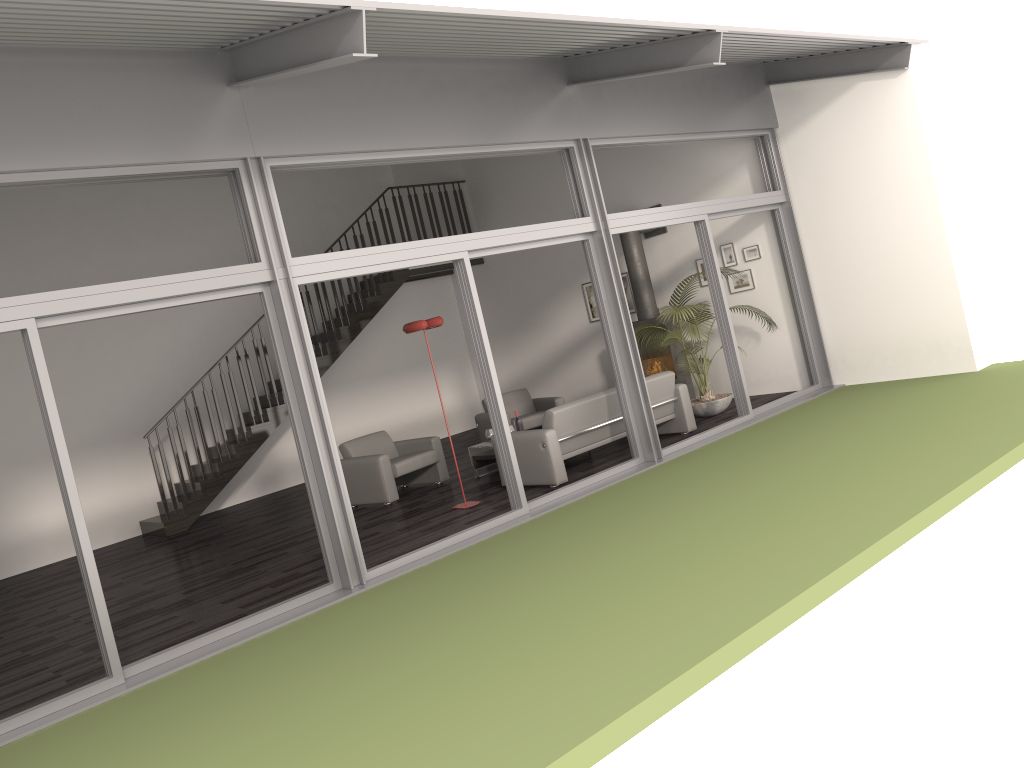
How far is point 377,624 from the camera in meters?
5.3 m

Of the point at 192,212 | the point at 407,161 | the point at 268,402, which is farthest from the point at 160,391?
the point at 407,161

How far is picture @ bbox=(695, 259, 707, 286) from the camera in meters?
11.3

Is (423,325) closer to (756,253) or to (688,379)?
(688,379)

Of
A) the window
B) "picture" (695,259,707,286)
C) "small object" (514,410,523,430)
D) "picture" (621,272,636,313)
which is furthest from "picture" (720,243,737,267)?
"small object" (514,410,523,430)

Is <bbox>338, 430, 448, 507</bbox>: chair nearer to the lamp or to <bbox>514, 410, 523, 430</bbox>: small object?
<bbox>514, 410, 523, 430</bbox>: small object

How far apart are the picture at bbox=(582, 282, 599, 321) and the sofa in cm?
361

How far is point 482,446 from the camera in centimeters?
967cm

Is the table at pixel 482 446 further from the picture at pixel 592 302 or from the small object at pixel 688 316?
the picture at pixel 592 302

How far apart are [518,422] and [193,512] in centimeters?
450cm
